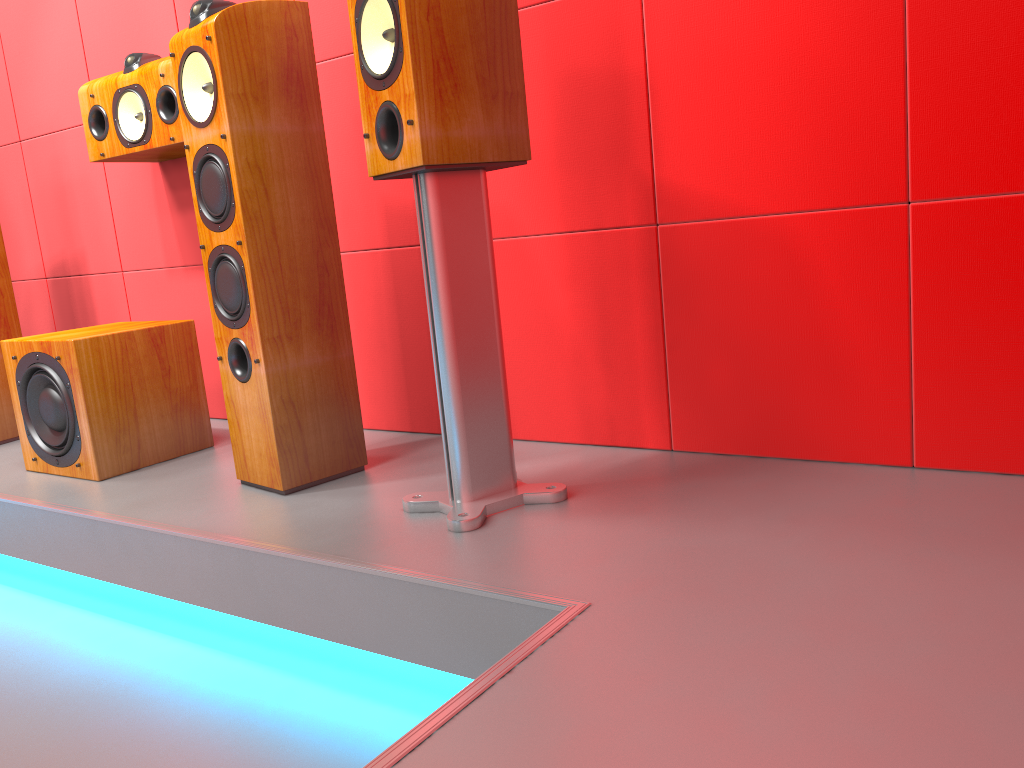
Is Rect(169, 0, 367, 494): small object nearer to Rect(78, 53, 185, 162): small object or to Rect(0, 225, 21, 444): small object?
Rect(78, 53, 185, 162): small object

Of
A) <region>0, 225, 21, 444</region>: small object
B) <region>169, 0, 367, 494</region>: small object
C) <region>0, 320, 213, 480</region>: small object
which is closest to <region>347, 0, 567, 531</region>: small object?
<region>169, 0, 367, 494</region>: small object

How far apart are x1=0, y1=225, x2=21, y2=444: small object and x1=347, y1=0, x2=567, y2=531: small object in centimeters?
179cm

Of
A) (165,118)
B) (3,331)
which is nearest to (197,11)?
(165,118)

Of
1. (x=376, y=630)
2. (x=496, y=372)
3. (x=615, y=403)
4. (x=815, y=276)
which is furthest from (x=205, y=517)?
(x=815, y=276)

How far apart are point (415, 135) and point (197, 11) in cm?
68

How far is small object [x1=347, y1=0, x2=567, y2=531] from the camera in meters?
1.5

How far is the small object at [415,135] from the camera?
1.5 meters

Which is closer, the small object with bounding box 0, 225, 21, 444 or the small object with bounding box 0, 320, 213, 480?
the small object with bounding box 0, 320, 213, 480

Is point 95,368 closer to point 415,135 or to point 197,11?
point 197,11
